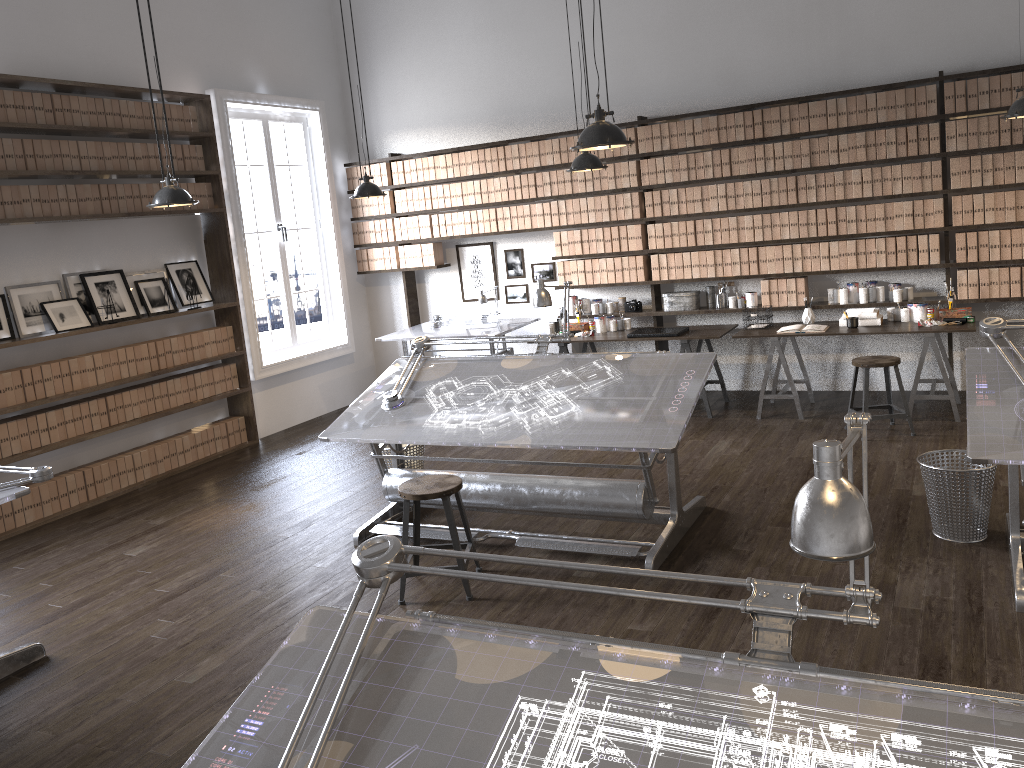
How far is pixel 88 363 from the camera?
6.4m

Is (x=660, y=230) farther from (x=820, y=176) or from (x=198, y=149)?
(x=198, y=149)

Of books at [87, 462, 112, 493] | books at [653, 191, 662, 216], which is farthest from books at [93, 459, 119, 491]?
books at [653, 191, 662, 216]

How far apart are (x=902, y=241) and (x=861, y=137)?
0.8 meters

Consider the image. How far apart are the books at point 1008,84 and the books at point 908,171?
0.73m

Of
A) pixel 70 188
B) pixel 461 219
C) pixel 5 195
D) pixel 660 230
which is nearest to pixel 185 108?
pixel 70 188

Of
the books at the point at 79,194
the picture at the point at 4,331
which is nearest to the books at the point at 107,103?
the books at the point at 79,194

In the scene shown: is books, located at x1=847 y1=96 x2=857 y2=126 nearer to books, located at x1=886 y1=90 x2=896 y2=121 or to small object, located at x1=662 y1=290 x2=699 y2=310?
books, located at x1=886 y1=90 x2=896 y2=121

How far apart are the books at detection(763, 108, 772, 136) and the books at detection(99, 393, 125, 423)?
5.39m

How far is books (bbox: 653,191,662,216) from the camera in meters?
7.5 m
